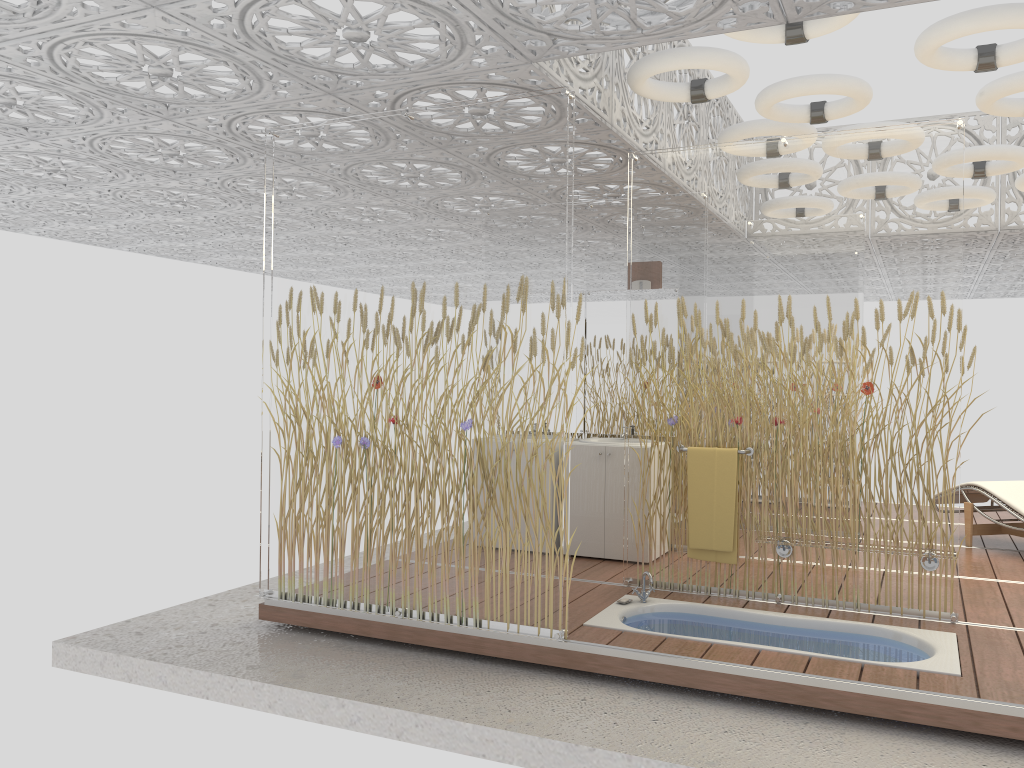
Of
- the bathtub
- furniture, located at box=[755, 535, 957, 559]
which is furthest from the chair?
the bathtub

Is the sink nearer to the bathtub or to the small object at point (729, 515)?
the small object at point (729, 515)

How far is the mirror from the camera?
6.6 meters

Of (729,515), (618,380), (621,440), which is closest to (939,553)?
(729,515)

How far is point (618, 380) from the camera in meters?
6.6 m

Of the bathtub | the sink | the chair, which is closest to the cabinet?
the sink

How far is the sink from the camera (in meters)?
6.49

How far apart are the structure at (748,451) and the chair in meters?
2.7

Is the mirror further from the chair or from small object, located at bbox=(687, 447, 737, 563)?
the chair

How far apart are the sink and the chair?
2.8 meters
